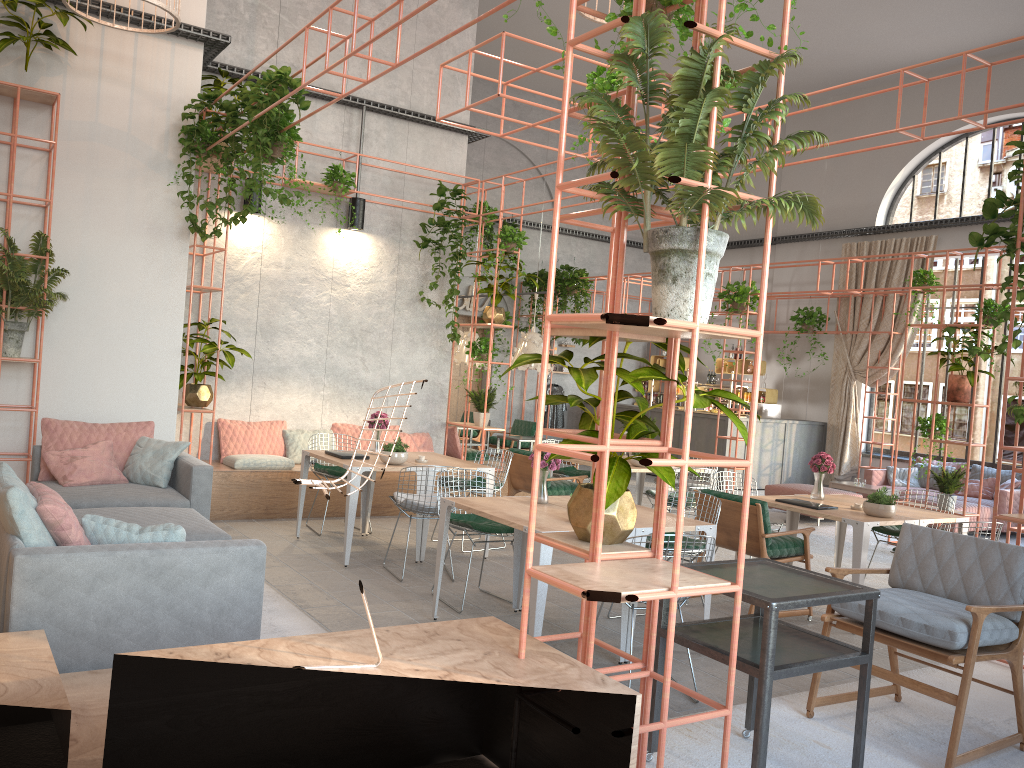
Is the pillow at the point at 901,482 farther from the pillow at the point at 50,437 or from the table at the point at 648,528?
the pillow at the point at 50,437

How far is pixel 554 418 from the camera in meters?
18.2 m

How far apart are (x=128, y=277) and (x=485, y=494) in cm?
463

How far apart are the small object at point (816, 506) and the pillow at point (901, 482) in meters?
7.2

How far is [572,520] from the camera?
3.4m

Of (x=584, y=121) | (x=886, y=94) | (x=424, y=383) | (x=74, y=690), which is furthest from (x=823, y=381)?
(x=74, y=690)

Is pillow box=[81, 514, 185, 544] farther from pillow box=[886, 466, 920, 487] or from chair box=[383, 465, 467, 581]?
pillow box=[886, 466, 920, 487]

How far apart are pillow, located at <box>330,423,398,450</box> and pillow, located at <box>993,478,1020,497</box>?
8.5 meters

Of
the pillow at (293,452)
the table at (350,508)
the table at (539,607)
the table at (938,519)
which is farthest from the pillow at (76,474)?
the table at (938,519)

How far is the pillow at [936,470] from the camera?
13.5m
